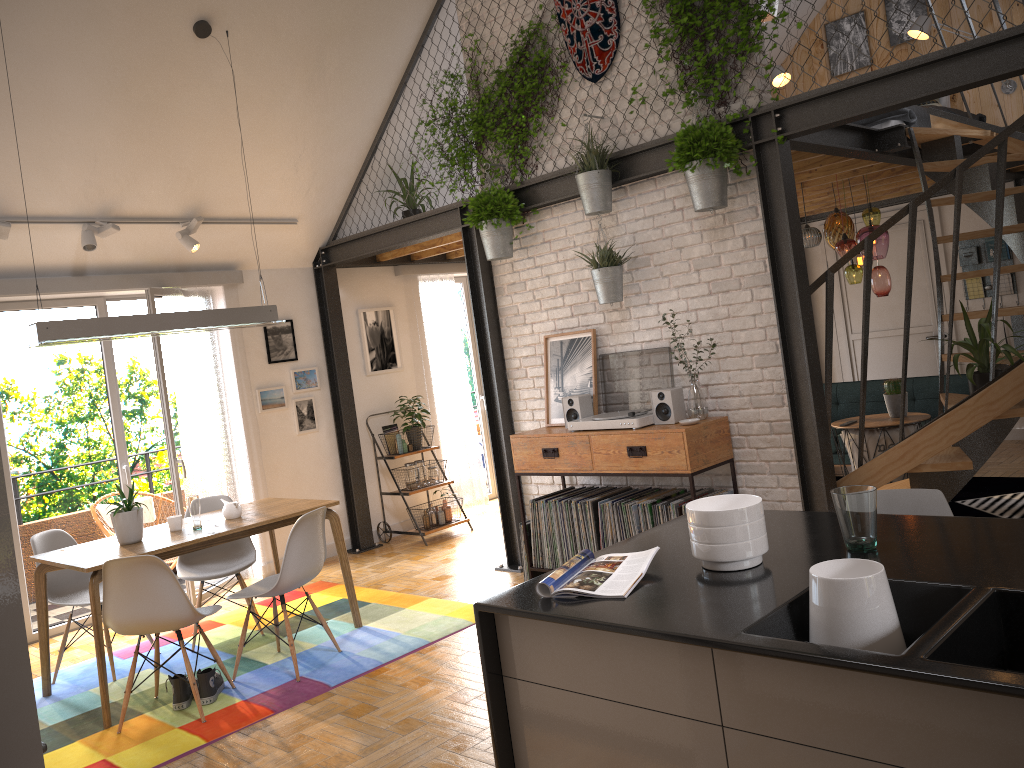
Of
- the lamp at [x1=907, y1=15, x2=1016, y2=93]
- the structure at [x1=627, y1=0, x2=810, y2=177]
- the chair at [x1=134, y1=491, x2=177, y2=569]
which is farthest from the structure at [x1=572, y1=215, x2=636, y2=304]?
the lamp at [x1=907, y1=15, x2=1016, y2=93]

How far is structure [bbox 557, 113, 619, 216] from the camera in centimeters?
499cm

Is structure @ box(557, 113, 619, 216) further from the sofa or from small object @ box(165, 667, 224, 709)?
the sofa

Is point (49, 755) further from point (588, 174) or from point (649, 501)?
point (588, 174)

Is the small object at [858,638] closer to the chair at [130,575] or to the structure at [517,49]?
the chair at [130,575]

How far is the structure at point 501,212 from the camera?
5.5m

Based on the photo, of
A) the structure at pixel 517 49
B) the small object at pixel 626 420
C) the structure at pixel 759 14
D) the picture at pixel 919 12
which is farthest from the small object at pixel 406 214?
the picture at pixel 919 12

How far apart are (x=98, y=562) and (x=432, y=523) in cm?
335

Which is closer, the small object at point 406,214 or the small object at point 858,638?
the small object at point 858,638

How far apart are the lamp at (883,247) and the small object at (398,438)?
3.4m
